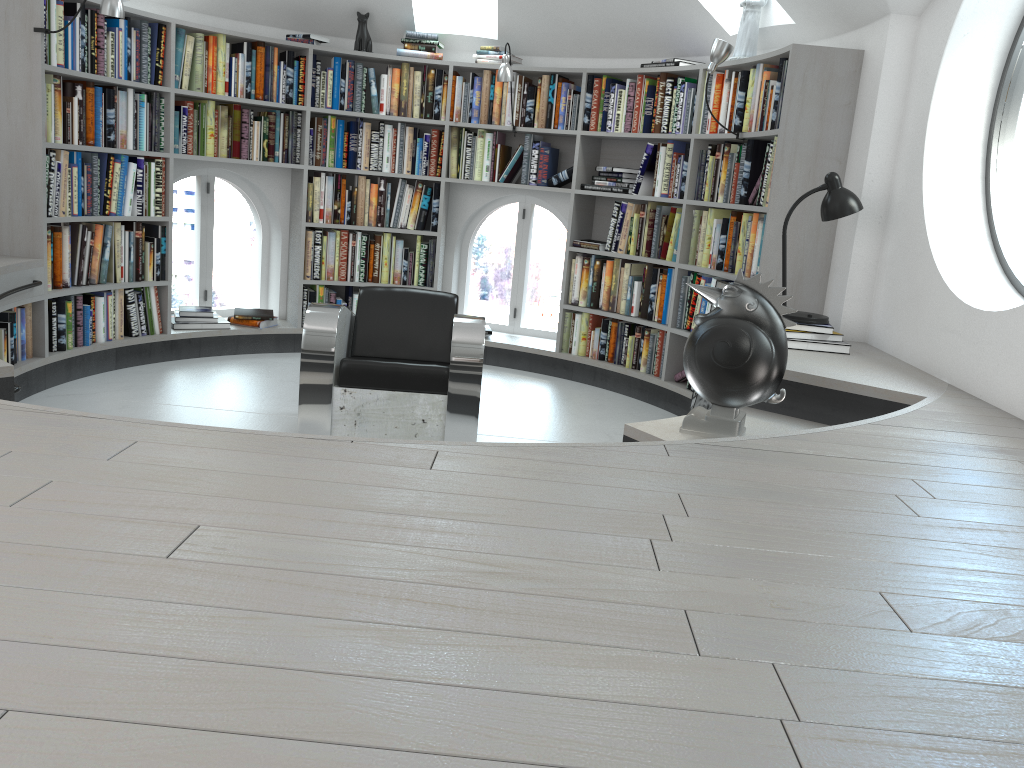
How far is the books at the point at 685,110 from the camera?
5.24m

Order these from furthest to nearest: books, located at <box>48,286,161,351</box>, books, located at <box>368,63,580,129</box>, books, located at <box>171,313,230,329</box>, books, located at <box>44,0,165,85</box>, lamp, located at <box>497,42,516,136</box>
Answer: books, located at <box>368,63,580,129</box> → books, located at <box>171,313,230,329</box> → lamp, located at <box>497,42,516,136</box> → books, located at <box>48,286,161,351</box> → books, located at <box>44,0,165,85</box>

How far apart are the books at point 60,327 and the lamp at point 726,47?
3.5m

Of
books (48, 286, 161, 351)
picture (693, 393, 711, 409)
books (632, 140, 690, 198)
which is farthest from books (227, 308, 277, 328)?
picture (693, 393, 711, 409)

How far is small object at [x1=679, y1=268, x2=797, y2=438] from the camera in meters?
2.8 m

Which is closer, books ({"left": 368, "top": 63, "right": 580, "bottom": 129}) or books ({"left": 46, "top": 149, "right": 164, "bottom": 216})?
books ({"left": 46, "top": 149, "right": 164, "bottom": 216})

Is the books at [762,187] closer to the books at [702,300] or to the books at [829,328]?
the books at [702,300]

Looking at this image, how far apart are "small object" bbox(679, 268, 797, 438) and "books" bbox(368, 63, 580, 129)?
3.2m

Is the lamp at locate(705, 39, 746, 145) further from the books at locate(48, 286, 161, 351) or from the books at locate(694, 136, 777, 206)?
the books at locate(48, 286, 161, 351)

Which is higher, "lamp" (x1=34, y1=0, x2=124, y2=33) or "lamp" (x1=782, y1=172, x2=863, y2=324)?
"lamp" (x1=34, y1=0, x2=124, y2=33)
